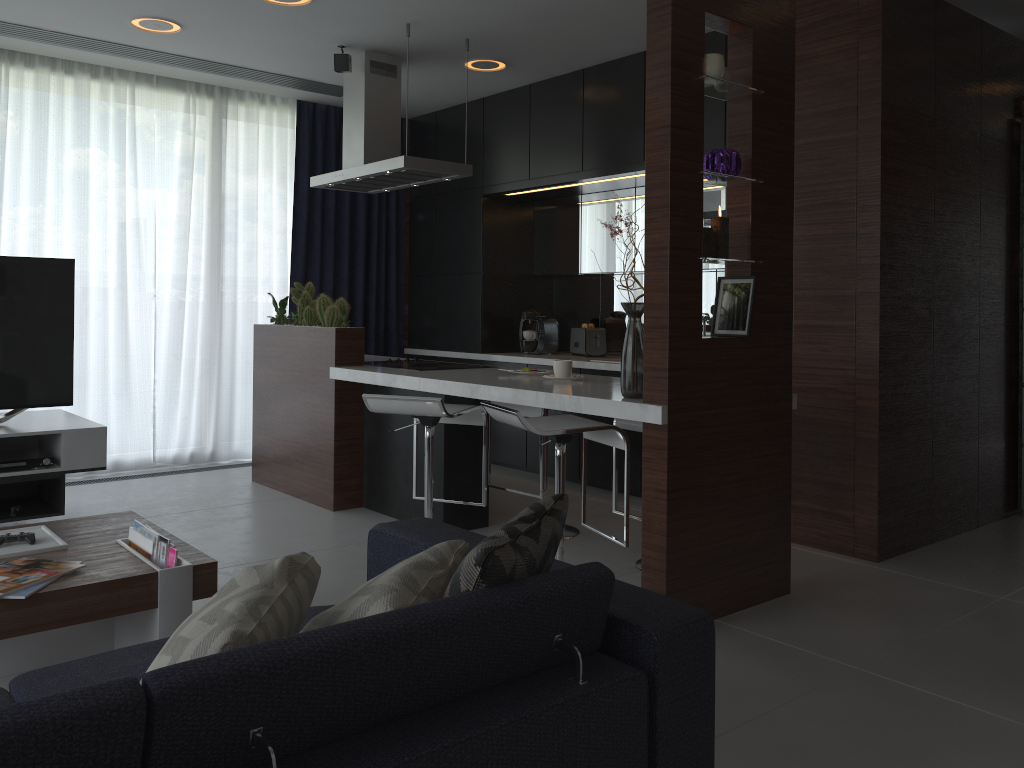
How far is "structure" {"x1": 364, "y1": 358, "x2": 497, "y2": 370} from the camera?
4.7 meters

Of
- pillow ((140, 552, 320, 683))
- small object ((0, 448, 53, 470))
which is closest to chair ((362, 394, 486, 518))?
small object ((0, 448, 53, 470))

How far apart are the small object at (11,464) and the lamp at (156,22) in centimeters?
220cm

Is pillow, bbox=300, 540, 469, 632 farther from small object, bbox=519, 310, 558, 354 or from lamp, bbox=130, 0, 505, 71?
small object, bbox=519, 310, 558, 354

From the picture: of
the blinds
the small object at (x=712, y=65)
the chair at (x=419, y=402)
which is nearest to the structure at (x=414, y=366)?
the chair at (x=419, y=402)

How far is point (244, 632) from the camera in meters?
1.3

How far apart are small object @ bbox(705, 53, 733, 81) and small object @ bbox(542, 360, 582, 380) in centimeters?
136cm

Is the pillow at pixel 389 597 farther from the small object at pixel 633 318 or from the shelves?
the shelves

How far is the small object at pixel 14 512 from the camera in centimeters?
396cm

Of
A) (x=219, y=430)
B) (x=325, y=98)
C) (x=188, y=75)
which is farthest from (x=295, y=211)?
(x=219, y=430)
